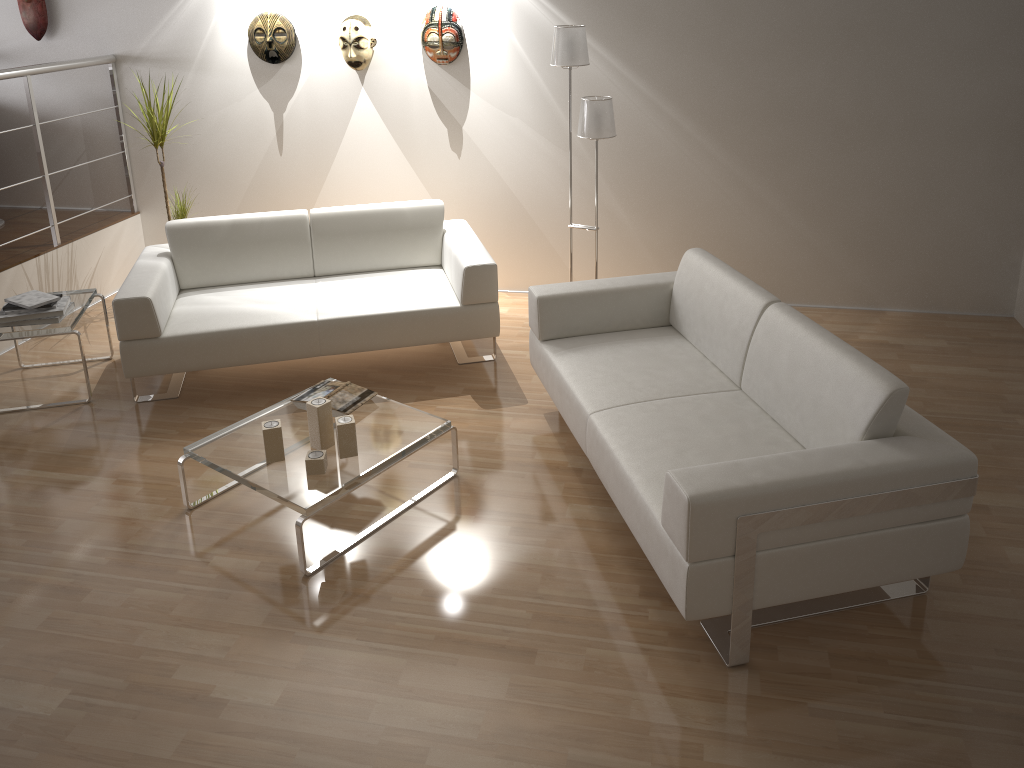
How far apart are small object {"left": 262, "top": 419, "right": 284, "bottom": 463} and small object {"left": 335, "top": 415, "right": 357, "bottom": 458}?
0.22m

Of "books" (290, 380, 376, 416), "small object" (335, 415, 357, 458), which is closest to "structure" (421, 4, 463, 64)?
"books" (290, 380, 376, 416)

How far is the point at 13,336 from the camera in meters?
4.1

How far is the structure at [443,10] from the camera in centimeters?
486cm

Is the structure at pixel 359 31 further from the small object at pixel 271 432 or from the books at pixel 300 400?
the small object at pixel 271 432

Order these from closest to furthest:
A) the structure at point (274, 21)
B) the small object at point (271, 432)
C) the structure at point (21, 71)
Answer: the small object at point (271, 432) → the structure at point (21, 71) → the structure at point (274, 21)

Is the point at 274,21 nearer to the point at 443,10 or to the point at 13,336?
the point at 443,10

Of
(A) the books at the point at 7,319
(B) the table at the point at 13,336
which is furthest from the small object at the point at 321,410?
(A) the books at the point at 7,319

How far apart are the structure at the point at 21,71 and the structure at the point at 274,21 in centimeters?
98cm

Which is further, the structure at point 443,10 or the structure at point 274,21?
the structure at point 274,21
